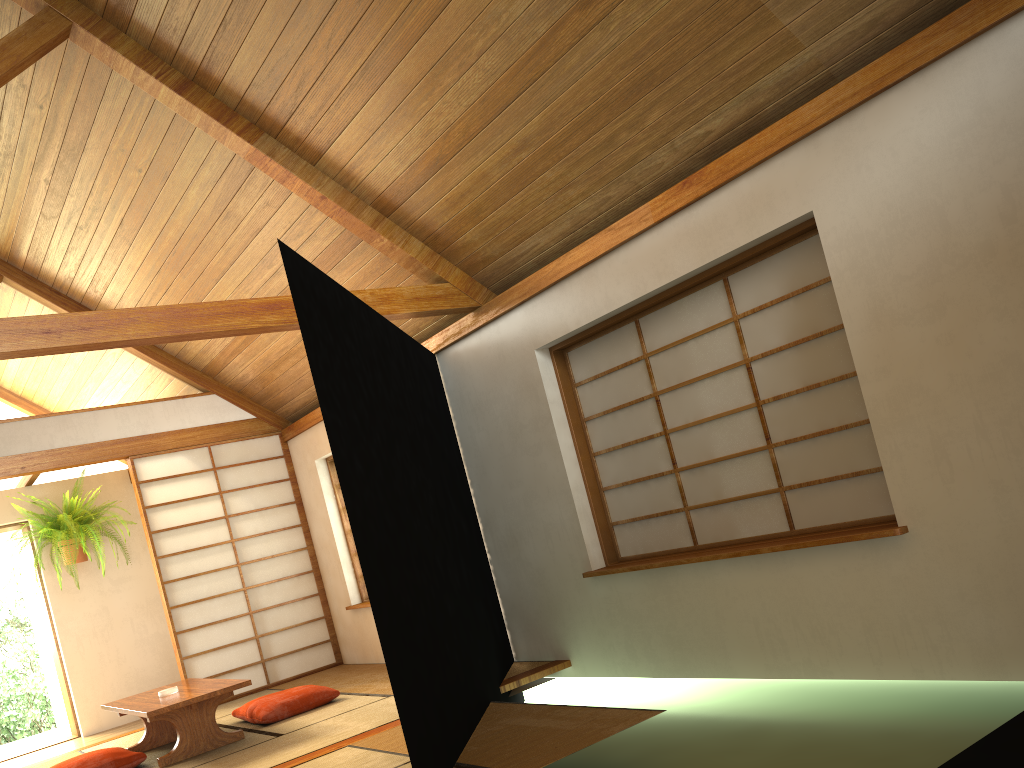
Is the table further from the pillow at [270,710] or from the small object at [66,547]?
the small object at [66,547]

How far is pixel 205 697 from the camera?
4.6 meters

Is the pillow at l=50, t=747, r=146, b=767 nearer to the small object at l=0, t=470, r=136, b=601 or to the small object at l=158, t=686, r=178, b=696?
the small object at l=158, t=686, r=178, b=696

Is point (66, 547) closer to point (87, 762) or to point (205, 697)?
point (87, 762)

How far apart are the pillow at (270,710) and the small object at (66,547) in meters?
2.3 m

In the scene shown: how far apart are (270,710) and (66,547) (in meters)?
2.83

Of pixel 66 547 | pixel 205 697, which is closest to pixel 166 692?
pixel 205 697

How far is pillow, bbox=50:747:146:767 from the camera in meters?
4.6 m

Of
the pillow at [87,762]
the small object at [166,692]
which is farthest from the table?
the pillow at [87,762]

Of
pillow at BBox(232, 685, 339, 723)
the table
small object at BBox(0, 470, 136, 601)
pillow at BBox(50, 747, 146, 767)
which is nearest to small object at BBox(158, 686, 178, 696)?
the table
